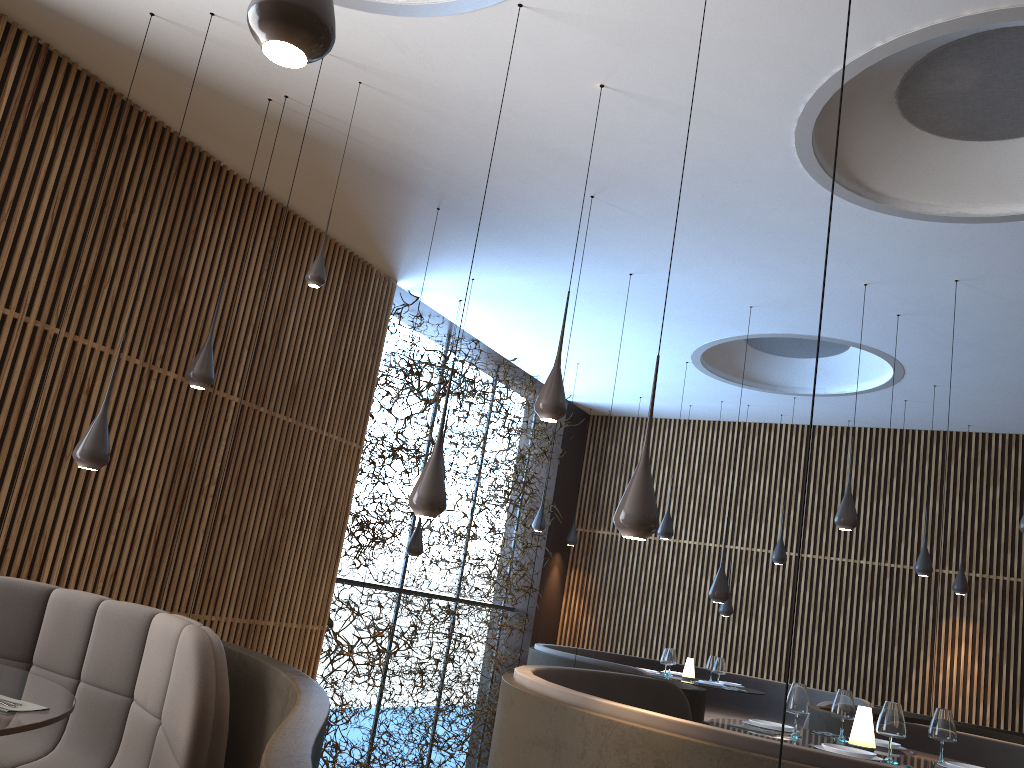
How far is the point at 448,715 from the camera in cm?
1137

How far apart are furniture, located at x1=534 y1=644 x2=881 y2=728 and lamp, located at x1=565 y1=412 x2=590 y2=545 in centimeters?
270cm

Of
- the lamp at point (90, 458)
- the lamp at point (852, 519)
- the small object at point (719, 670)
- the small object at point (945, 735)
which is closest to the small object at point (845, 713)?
the small object at point (945, 735)

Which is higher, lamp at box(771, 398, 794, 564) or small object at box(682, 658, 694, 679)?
lamp at box(771, 398, 794, 564)

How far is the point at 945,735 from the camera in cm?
481

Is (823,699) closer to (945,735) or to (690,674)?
(690,674)

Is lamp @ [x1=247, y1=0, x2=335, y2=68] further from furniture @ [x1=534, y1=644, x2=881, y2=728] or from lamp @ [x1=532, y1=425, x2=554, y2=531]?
lamp @ [x1=532, y1=425, x2=554, y2=531]

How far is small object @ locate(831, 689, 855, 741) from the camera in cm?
526

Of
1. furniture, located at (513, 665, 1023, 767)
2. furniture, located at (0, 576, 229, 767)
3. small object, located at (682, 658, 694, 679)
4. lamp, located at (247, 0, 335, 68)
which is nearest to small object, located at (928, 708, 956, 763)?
furniture, located at (513, 665, 1023, 767)

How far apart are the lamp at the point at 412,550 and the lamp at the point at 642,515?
6.1m
